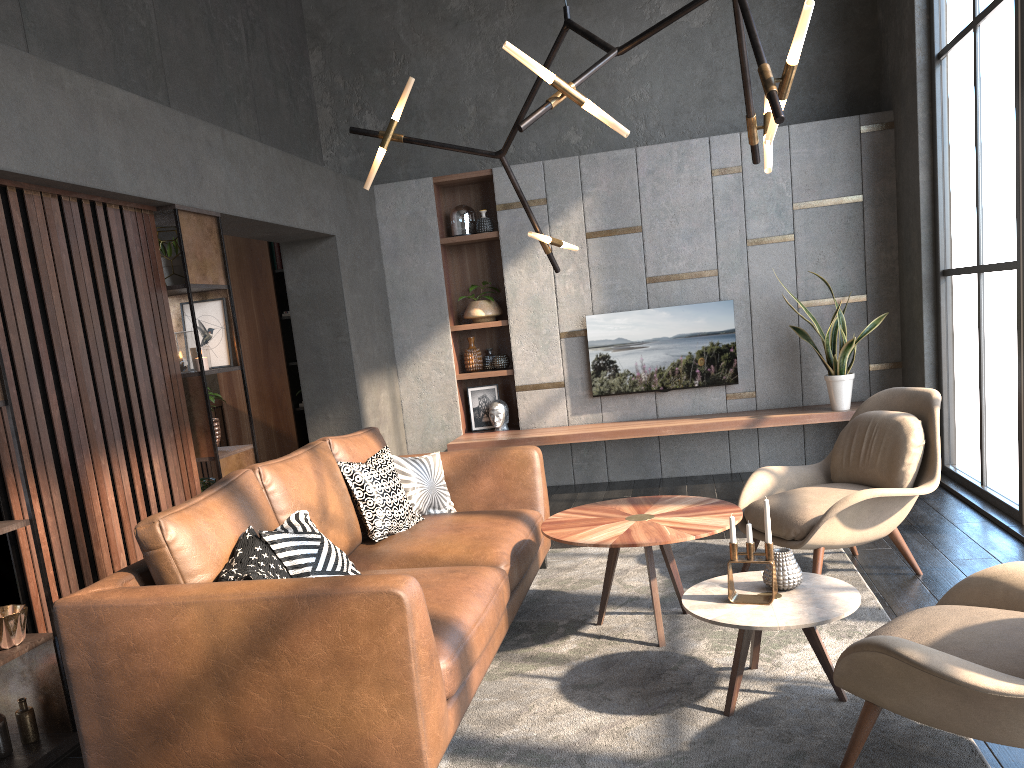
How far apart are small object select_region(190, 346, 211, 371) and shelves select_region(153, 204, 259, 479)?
0.1 meters

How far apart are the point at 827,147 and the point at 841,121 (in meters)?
0.20

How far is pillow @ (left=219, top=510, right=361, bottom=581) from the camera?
2.69m

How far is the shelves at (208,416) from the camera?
4.3 meters

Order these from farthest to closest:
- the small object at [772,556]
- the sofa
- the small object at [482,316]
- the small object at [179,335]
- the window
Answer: the small object at [482,316]
the window
the small object at [179,335]
the small object at [772,556]
the sofa

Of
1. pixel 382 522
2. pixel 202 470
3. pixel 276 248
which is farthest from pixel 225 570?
pixel 276 248

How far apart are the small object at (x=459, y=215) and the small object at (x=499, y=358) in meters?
0.9 m

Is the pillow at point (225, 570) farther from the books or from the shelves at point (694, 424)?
the books

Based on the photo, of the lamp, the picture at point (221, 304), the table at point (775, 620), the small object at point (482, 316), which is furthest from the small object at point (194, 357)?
the small object at point (482, 316)

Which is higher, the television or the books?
the books
